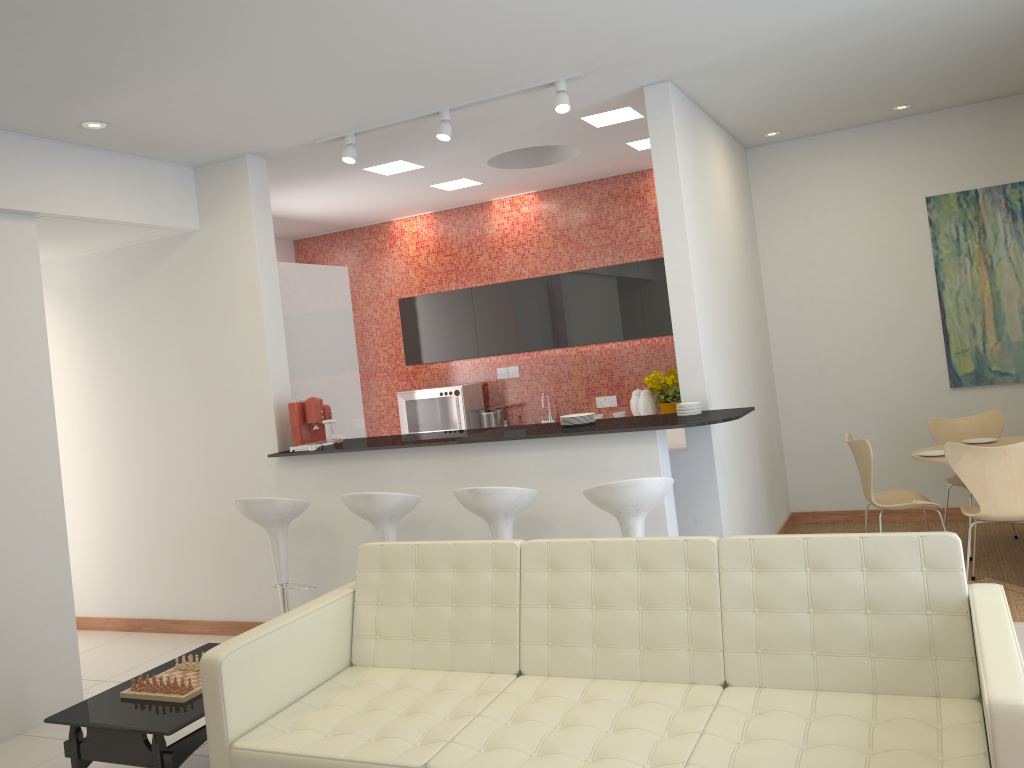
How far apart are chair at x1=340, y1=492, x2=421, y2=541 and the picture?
4.44m

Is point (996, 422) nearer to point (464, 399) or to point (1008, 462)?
point (1008, 462)

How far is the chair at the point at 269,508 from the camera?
5.2 meters

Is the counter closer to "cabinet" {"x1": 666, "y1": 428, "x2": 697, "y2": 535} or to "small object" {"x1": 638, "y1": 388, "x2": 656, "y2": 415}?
"cabinet" {"x1": 666, "y1": 428, "x2": 697, "y2": 535}

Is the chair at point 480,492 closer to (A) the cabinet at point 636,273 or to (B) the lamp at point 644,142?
(A) the cabinet at point 636,273

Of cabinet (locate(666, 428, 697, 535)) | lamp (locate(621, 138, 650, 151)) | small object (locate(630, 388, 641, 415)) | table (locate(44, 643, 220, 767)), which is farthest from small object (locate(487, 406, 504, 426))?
table (locate(44, 643, 220, 767))

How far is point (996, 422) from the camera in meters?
6.2

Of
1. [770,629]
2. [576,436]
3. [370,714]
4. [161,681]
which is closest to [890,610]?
[770,629]

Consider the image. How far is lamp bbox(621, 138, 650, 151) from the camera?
6.8 meters

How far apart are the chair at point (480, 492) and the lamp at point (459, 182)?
3.63m
